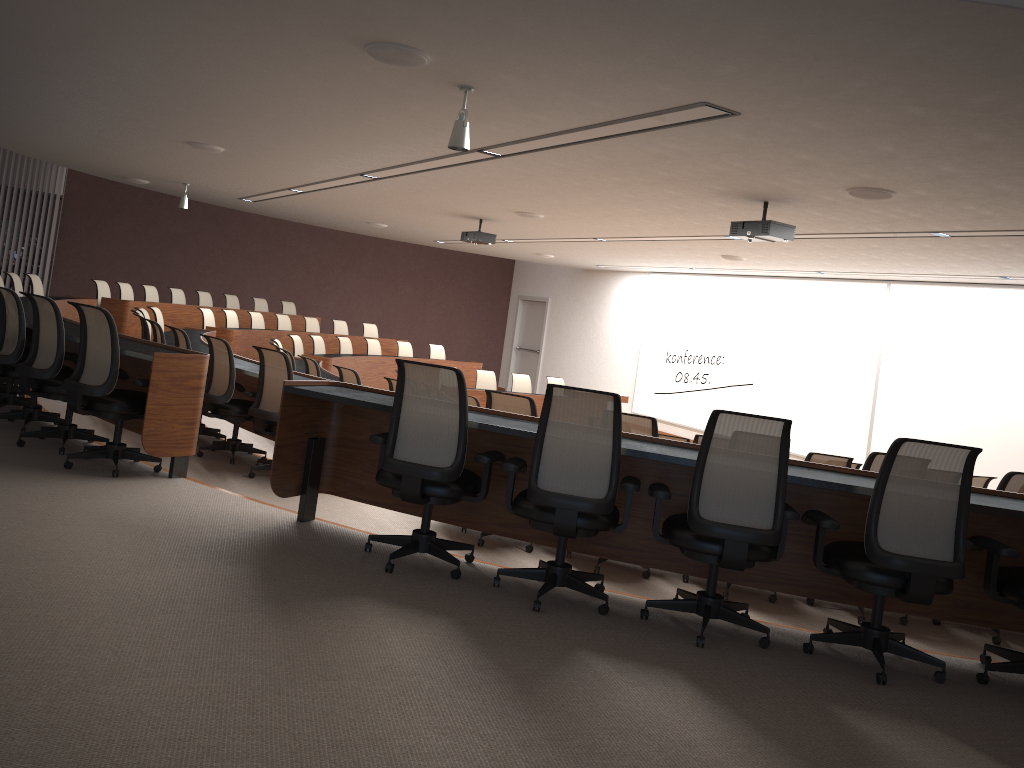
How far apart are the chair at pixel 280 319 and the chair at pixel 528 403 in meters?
10.0

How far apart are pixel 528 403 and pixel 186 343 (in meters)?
3.39

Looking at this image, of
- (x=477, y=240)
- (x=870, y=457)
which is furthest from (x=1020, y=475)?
(x=477, y=240)

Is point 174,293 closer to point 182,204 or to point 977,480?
point 182,204

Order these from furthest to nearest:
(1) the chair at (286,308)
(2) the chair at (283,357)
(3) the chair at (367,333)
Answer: (1) the chair at (286,308) < (3) the chair at (367,333) < (2) the chair at (283,357)

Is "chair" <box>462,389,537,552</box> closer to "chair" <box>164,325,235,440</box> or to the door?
"chair" <box>164,325,235,440</box>

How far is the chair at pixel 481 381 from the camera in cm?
1363

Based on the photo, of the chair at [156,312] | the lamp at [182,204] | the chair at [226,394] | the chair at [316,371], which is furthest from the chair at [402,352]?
the chair at [226,394]

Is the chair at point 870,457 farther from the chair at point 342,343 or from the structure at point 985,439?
the chair at point 342,343

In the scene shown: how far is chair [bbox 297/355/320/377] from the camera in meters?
8.7
